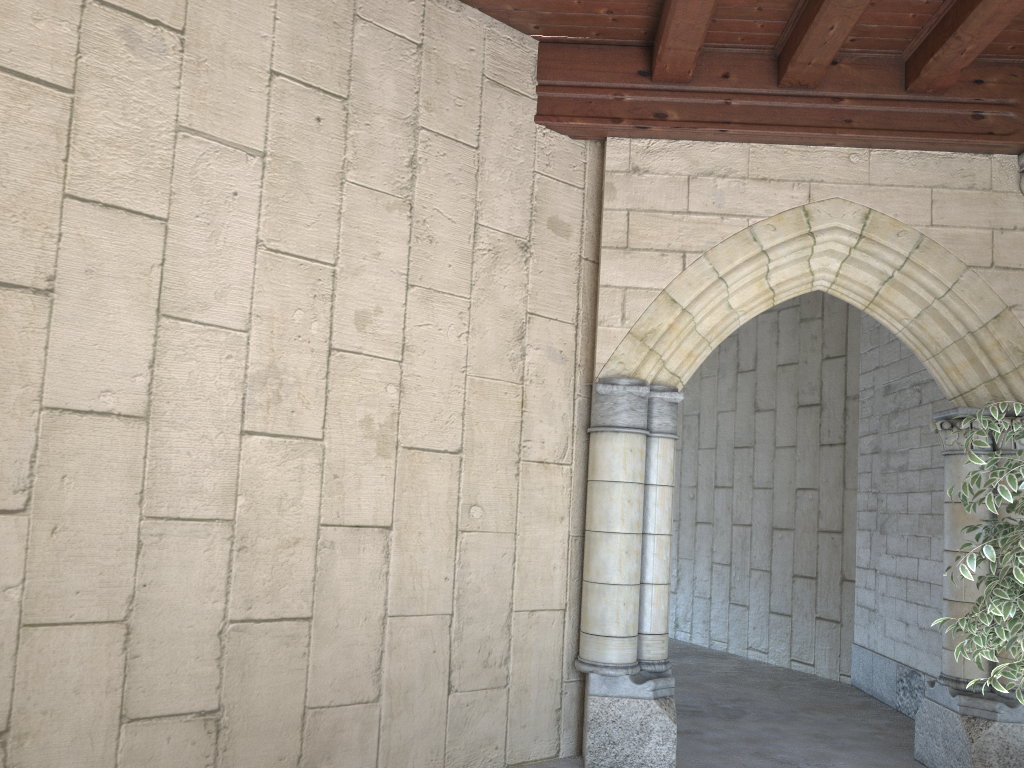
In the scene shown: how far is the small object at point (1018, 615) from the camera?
2.8m

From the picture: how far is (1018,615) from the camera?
2.8 meters

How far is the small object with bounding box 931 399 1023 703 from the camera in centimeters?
280cm
